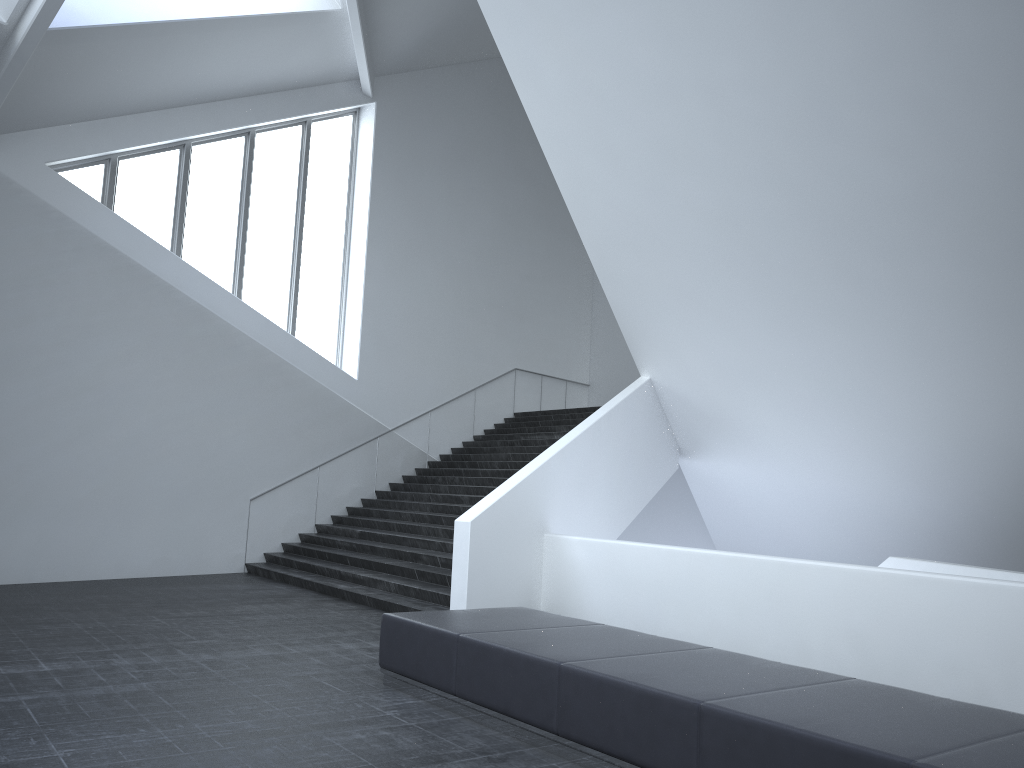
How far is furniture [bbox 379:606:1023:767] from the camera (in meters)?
4.14

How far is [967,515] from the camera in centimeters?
1183cm

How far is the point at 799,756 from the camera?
4.1m

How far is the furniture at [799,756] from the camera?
4.1 meters
